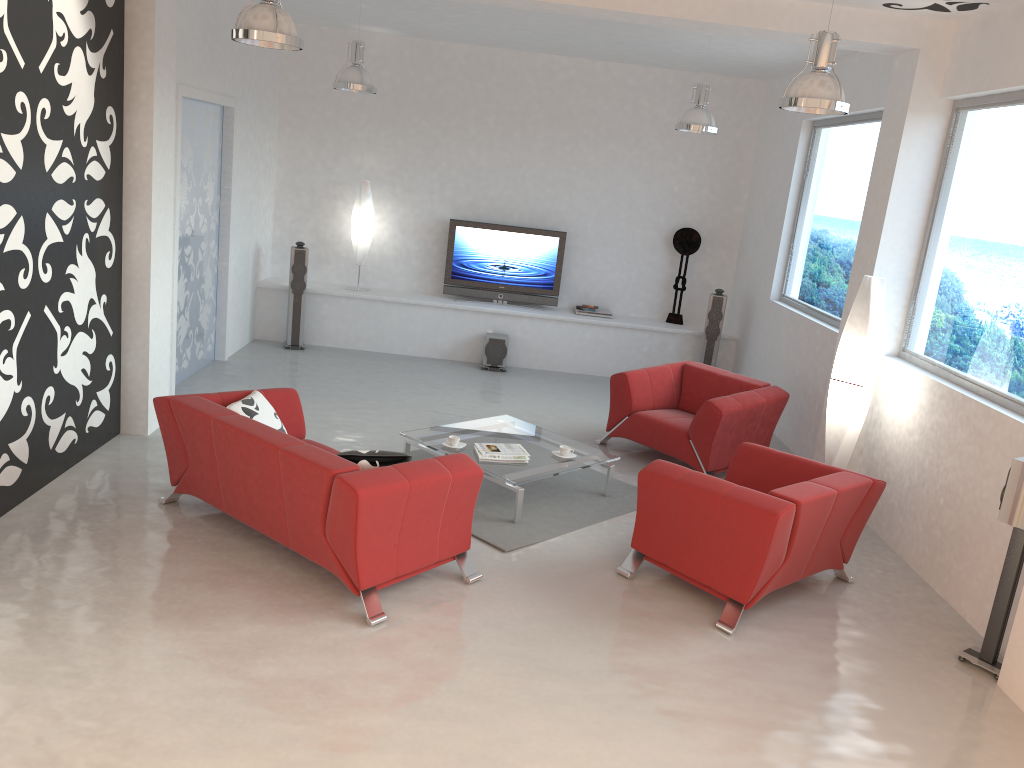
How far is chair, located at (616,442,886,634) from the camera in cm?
456

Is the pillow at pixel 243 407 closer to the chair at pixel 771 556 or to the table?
the table

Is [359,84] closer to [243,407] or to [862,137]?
[243,407]

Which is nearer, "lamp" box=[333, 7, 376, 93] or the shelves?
"lamp" box=[333, 7, 376, 93]

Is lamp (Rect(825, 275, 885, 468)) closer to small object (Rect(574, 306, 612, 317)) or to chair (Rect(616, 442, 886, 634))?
chair (Rect(616, 442, 886, 634))

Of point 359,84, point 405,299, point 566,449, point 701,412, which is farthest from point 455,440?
point 405,299

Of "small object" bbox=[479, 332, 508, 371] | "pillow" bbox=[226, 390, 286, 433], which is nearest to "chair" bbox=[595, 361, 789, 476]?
"small object" bbox=[479, 332, 508, 371]

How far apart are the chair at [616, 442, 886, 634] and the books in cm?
109

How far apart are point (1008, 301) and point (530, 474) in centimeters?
306cm

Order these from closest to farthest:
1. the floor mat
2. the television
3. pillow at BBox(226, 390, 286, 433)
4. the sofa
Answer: the sofa, pillow at BBox(226, 390, 286, 433), the floor mat, the television
